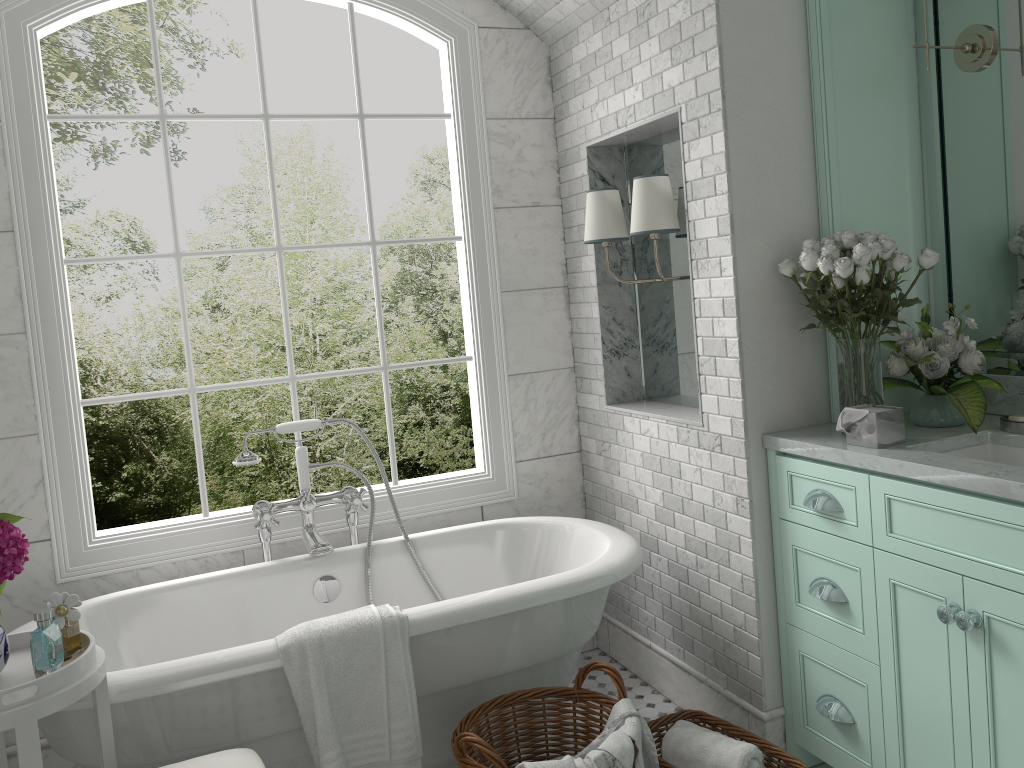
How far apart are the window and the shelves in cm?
140

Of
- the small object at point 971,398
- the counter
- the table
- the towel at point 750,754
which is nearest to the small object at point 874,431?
the counter

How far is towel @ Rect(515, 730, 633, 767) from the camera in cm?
224

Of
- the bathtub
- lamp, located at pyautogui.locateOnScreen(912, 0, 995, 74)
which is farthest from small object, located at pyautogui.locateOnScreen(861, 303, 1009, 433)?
the bathtub

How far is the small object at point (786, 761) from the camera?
2.7m

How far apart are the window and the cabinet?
1.3 meters

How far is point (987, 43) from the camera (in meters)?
2.78

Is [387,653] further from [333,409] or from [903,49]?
[333,409]

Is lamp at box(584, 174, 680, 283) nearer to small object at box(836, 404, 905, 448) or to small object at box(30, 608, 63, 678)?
small object at box(836, 404, 905, 448)

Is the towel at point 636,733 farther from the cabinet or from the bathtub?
the cabinet
